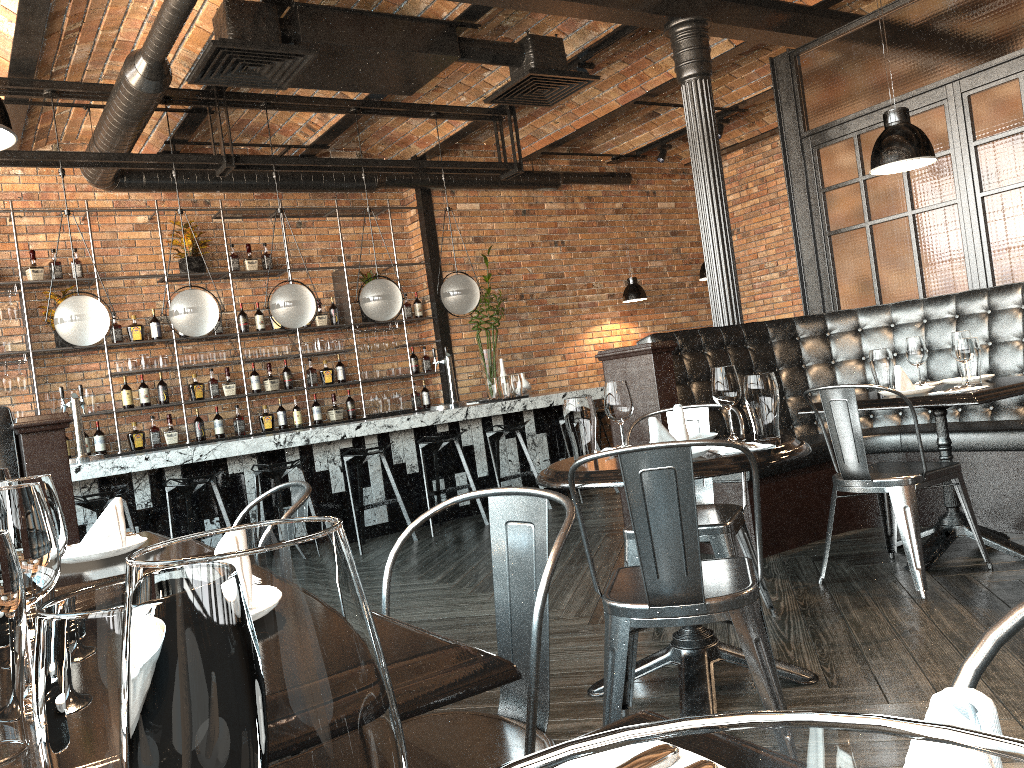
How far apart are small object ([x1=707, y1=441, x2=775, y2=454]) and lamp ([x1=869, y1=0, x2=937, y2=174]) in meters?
2.1

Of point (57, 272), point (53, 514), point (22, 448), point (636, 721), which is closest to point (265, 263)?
point (57, 272)

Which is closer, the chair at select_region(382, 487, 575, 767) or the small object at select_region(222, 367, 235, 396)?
the chair at select_region(382, 487, 575, 767)

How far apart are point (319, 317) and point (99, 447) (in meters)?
2.31

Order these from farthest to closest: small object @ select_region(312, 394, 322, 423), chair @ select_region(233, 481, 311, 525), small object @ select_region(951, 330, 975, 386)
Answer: small object @ select_region(312, 394, 322, 423), small object @ select_region(951, 330, 975, 386), chair @ select_region(233, 481, 311, 525)

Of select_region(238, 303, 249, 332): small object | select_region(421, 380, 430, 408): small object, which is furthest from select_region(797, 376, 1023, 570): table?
select_region(238, 303, 249, 332): small object

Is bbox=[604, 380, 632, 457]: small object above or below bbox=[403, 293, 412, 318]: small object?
below

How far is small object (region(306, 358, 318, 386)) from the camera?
8.6 meters

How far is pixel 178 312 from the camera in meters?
6.2

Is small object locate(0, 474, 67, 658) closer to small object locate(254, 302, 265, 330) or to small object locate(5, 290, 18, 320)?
small object locate(5, 290, 18, 320)
